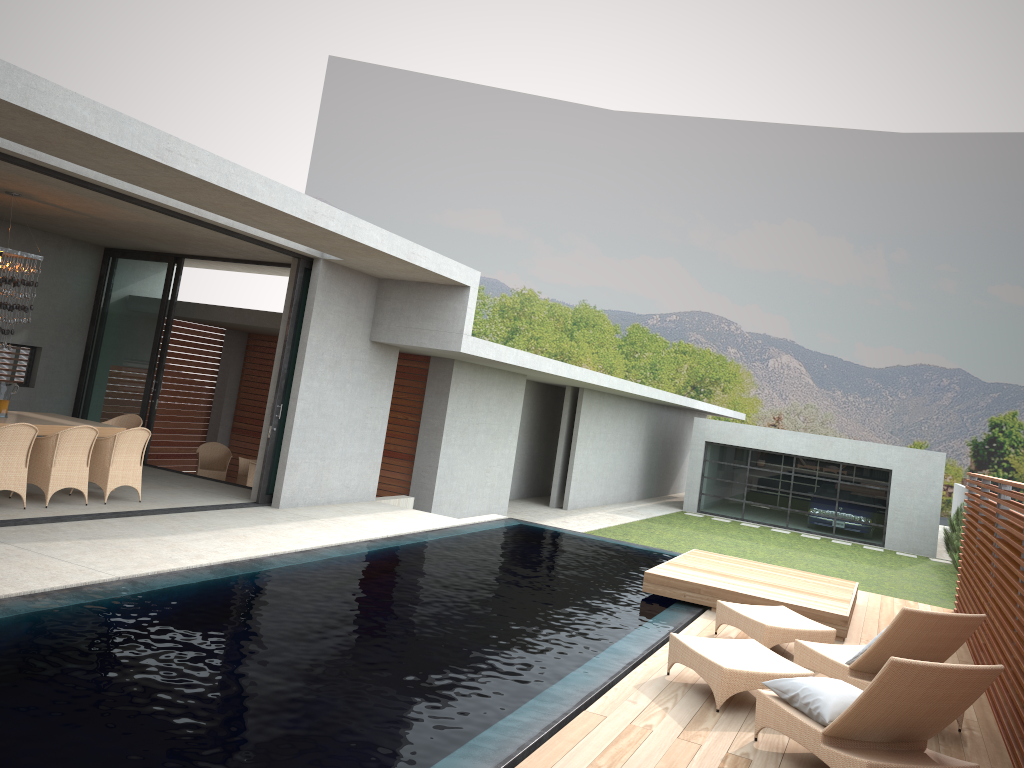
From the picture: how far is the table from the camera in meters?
9.8 m

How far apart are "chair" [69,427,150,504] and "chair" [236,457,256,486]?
4.7m

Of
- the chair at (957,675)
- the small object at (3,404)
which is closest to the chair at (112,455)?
the chair at (957,675)

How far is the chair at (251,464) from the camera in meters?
14.9 m

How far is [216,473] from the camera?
15.2 meters

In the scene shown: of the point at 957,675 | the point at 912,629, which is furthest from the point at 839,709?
the point at 912,629

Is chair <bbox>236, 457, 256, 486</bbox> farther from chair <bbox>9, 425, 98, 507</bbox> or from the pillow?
the pillow

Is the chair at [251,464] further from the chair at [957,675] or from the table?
the chair at [957,675]

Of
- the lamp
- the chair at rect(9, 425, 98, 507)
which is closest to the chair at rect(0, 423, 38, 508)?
the chair at rect(9, 425, 98, 507)

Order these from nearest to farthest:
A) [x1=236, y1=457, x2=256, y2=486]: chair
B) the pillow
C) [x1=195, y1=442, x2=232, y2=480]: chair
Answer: the pillow < [x1=236, y1=457, x2=256, y2=486]: chair < [x1=195, y1=442, x2=232, y2=480]: chair
